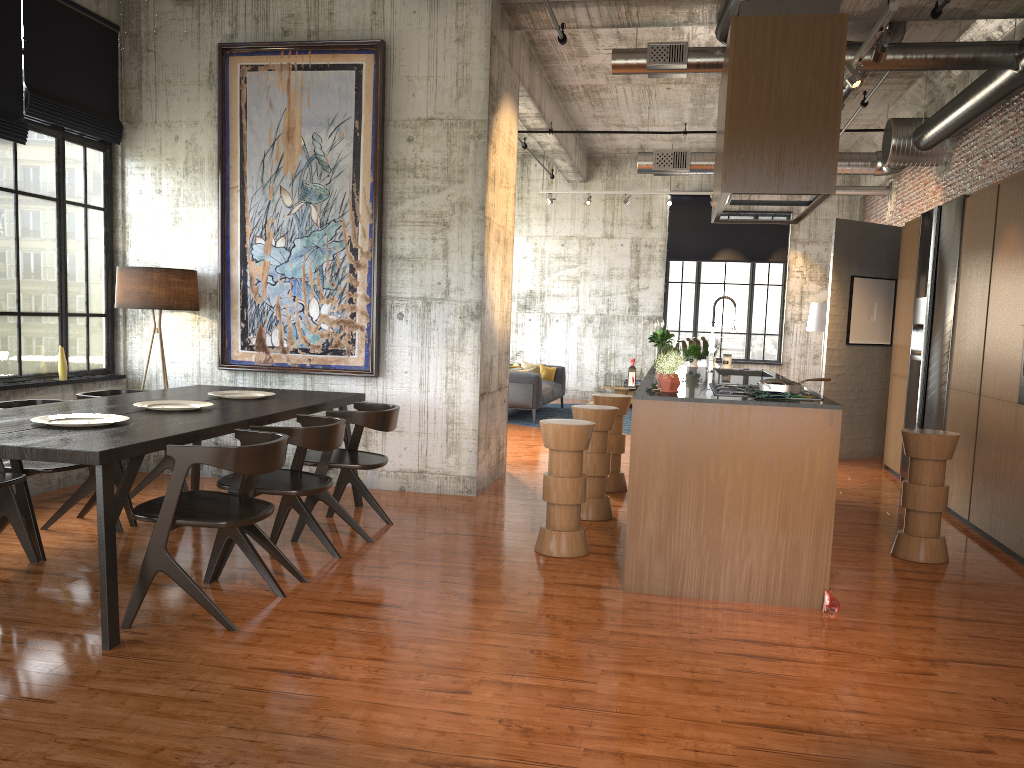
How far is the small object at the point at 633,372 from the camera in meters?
6.0

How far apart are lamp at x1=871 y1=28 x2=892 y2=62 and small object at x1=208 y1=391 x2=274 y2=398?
5.32m

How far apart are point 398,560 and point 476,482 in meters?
2.4 m

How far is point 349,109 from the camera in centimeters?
838cm

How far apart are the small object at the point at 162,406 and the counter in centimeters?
311cm

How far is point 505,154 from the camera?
9.1 meters

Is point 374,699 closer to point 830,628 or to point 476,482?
point 830,628

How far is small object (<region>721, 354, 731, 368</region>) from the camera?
9.45m

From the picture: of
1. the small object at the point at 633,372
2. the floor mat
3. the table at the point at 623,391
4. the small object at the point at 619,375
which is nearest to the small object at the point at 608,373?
the small object at the point at 619,375

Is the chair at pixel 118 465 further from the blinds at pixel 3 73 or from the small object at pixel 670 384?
the small object at pixel 670 384
